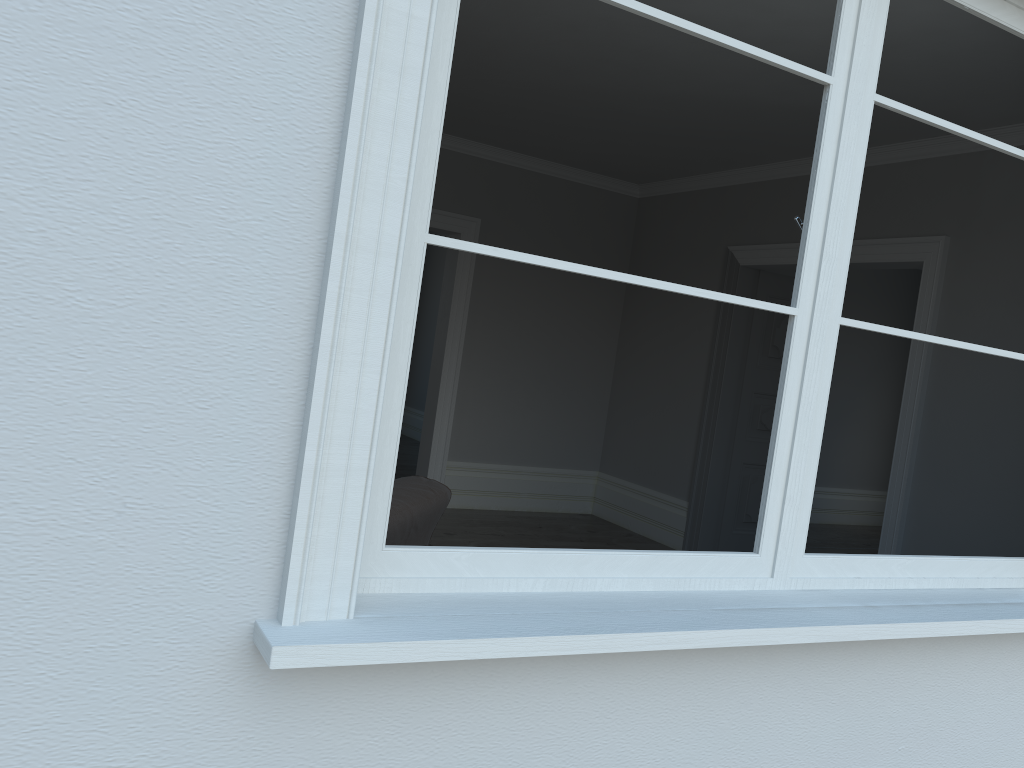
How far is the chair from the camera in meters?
2.5 m

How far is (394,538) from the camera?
2.54m

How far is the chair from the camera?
2.5 meters
